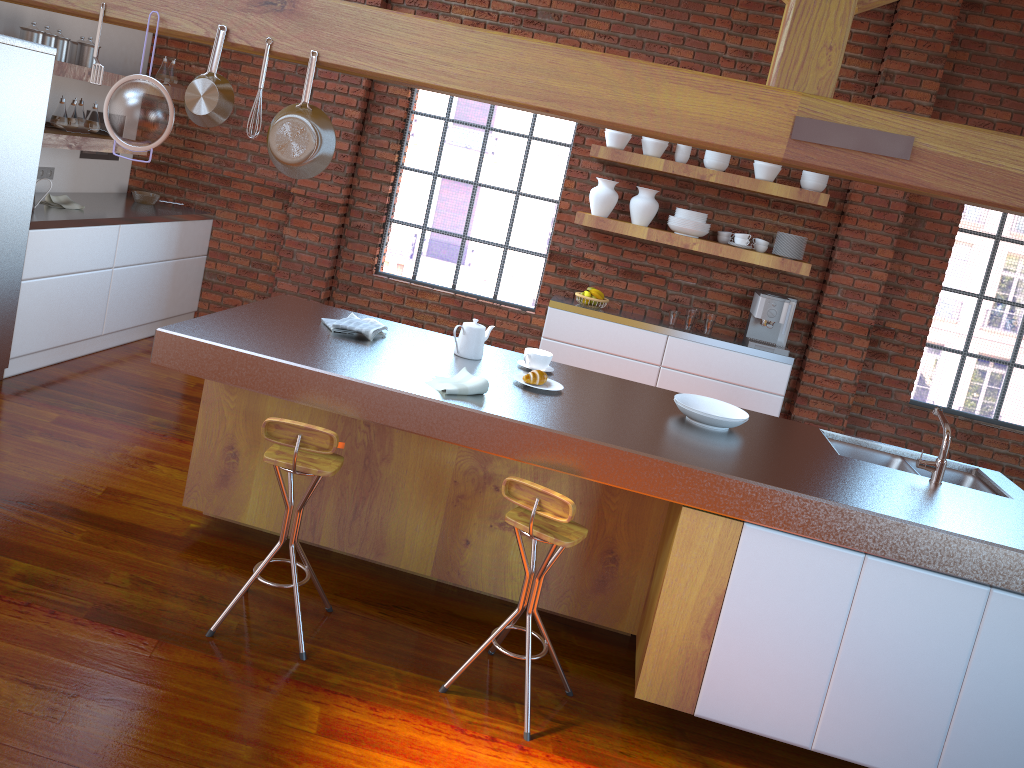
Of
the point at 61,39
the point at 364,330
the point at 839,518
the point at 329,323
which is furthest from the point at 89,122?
the point at 839,518

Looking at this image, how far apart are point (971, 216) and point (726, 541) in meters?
8.6

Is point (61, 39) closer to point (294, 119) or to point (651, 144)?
point (294, 119)

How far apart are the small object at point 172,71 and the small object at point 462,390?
4.1 meters

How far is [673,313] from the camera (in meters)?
5.87

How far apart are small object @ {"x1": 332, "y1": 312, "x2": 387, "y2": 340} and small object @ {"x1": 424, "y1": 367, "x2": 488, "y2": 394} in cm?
51

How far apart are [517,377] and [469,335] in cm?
29

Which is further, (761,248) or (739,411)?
(761,248)

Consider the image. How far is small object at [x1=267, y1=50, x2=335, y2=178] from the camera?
2.92m

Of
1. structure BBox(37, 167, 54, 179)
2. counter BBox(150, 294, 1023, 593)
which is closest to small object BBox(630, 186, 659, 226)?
counter BBox(150, 294, 1023, 593)
